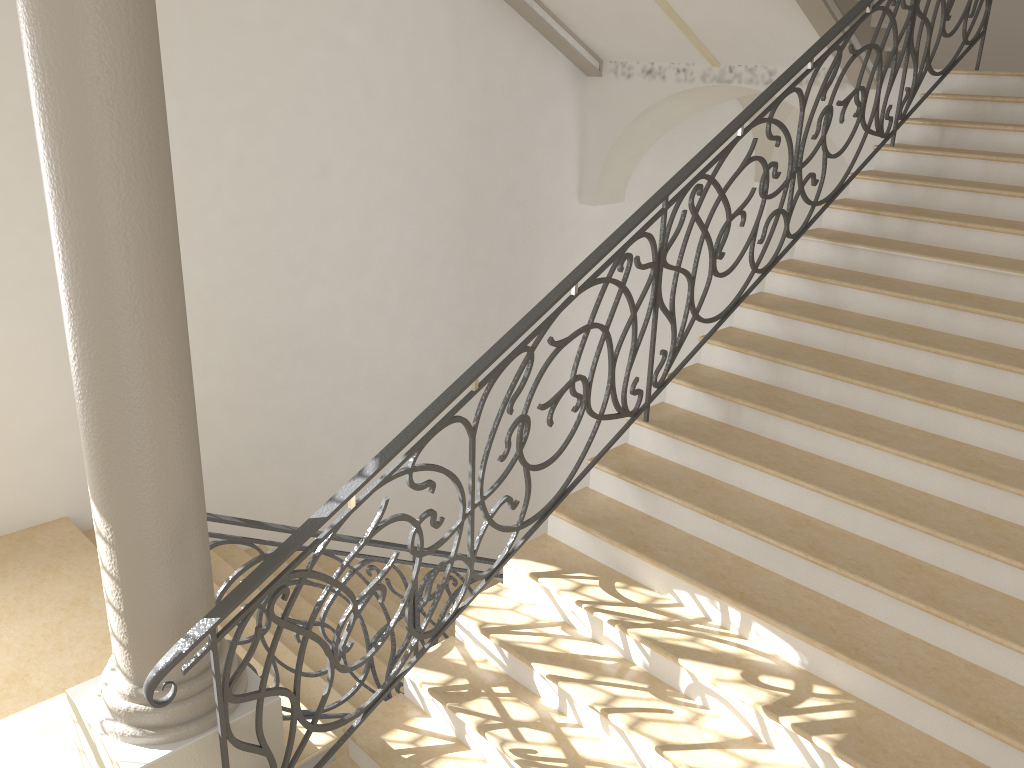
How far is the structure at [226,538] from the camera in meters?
3.9

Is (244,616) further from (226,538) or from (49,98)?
(49,98)

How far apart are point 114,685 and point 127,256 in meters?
1.6 m

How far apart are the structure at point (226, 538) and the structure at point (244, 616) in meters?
0.7 m

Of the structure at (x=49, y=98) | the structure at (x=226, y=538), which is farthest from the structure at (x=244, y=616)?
the structure at (x=226, y=538)

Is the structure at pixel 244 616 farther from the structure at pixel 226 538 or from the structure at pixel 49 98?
the structure at pixel 226 538

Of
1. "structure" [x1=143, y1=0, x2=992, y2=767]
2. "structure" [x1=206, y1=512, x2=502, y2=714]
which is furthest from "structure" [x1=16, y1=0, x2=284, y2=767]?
"structure" [x1=206, y1=512, x2=502, y2=714]

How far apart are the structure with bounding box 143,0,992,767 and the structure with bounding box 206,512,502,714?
0.7m

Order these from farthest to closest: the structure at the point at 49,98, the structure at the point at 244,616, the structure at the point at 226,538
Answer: the structure at the point at 226,538 < the structure at the point at 244,616 < the structure at the point at 49,98

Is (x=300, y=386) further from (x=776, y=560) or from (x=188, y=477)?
(x=776, y=560)
